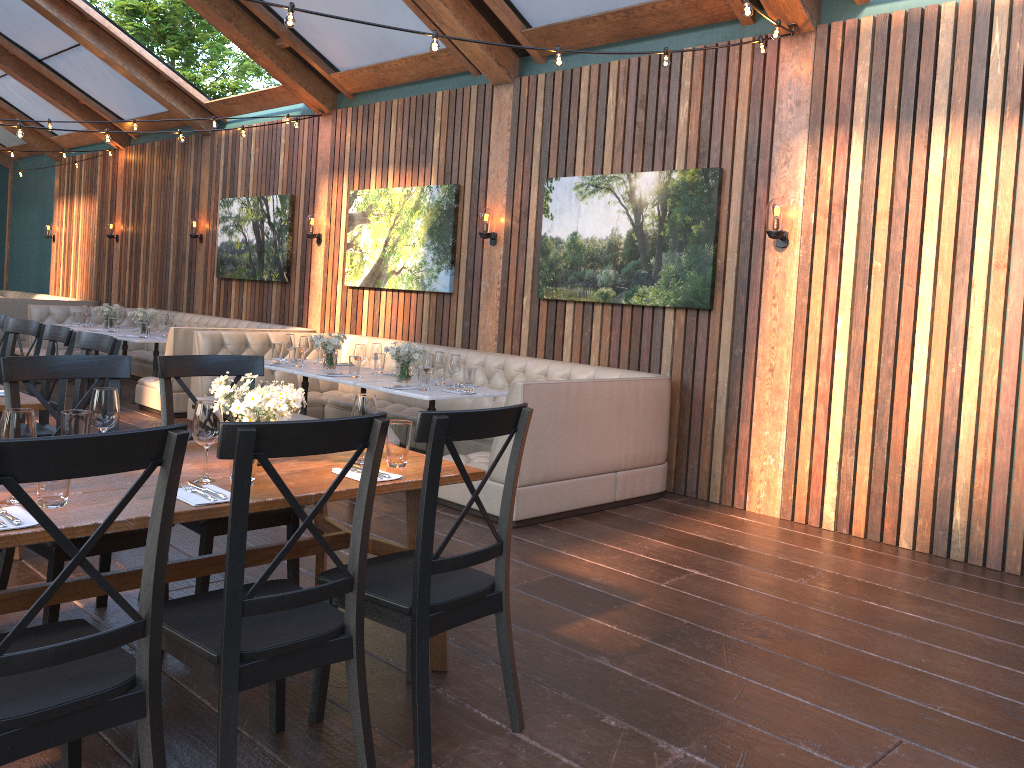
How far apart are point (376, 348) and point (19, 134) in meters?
3.1

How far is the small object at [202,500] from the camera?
2.5 meters

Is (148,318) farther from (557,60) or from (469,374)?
(557,60)

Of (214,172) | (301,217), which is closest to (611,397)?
(301,217)

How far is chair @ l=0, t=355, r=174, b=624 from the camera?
3.0 meters

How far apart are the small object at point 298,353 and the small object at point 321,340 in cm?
14

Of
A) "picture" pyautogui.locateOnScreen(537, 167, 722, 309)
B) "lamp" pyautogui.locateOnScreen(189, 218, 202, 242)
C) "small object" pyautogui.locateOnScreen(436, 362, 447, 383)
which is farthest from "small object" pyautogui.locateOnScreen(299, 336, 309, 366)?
"lamp" pyautogui.locateOnScreen(189, 218, 202, 242)

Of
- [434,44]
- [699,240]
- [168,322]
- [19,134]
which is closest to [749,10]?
[434,44]

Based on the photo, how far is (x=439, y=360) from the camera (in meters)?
6.38

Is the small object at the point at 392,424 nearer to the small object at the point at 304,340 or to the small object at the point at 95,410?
the small object at the point at 95,410
